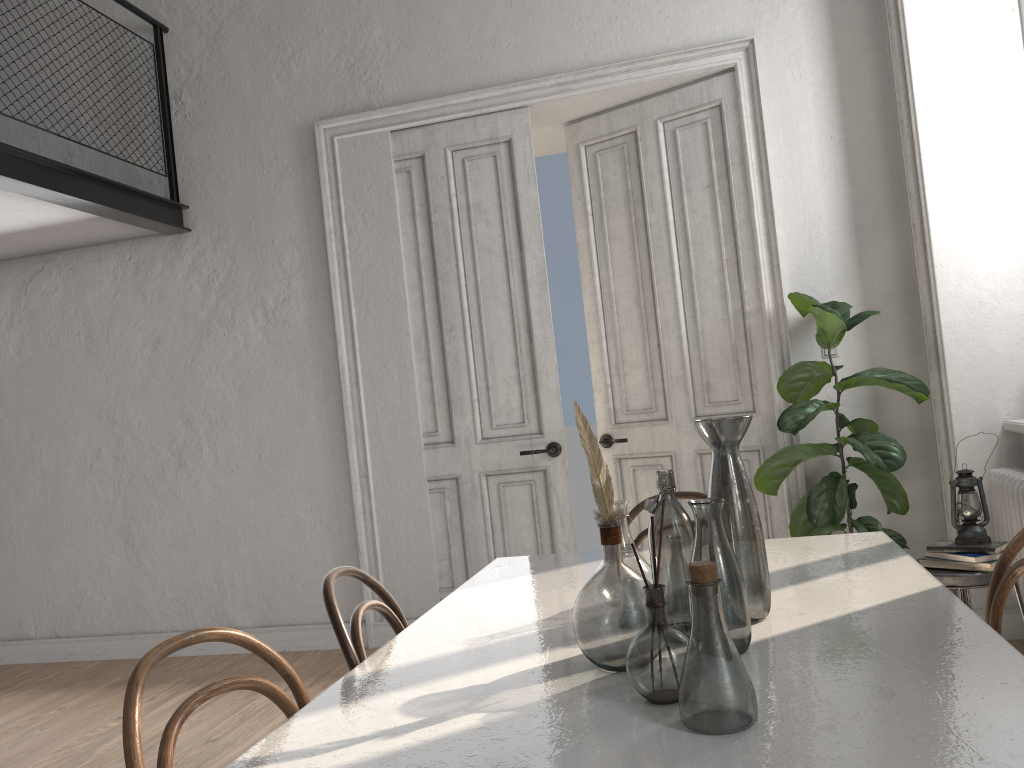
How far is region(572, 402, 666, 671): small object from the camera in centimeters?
140cm

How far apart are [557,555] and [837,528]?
2.0 meters

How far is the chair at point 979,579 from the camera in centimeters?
291cm

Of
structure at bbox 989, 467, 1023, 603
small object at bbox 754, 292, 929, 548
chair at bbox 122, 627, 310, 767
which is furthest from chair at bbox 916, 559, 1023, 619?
chair at bbox 122, 627, 310, 767

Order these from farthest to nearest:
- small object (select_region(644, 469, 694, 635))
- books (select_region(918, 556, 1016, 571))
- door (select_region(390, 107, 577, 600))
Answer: door (select_region(390, 107, 577, 600)) → books (select_region(918, 556, 1016, 571)) → small object (select_region(644, 469, 694, 635))

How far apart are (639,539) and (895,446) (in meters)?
1.69

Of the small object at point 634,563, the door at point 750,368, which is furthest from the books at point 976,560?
the small object at point 634,563

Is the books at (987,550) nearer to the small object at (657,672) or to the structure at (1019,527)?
the structure at (1019,527)

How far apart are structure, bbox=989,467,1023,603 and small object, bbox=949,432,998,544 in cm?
44

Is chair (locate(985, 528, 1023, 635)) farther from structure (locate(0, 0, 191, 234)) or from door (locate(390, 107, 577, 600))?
structure (locate(0, 0, 191, 234))
